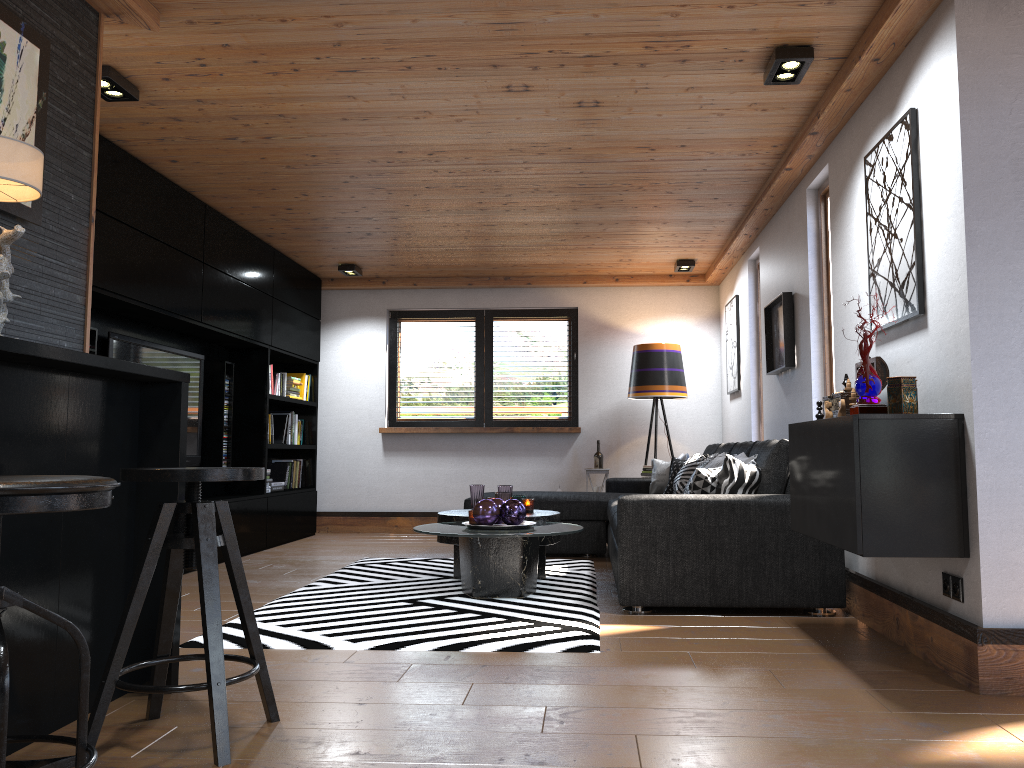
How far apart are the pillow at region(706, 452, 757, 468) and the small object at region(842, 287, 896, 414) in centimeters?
138cm

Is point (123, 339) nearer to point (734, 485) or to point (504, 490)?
point (504, 490)

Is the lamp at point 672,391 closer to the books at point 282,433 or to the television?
the books at point 282,433

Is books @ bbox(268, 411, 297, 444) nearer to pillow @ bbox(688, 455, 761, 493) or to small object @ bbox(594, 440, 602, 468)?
small object @ bbox(594, 440, 602, 468)

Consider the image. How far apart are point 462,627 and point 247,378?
3.9 meters

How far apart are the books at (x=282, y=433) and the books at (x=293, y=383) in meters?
0.2

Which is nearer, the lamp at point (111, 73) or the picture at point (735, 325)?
the lamp at point (111, 73)

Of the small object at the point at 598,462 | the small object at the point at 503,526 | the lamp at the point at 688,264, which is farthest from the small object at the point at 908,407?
the small object at the point at 598,462

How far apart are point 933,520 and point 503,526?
2.2m

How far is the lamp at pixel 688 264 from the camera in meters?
7.5 m
